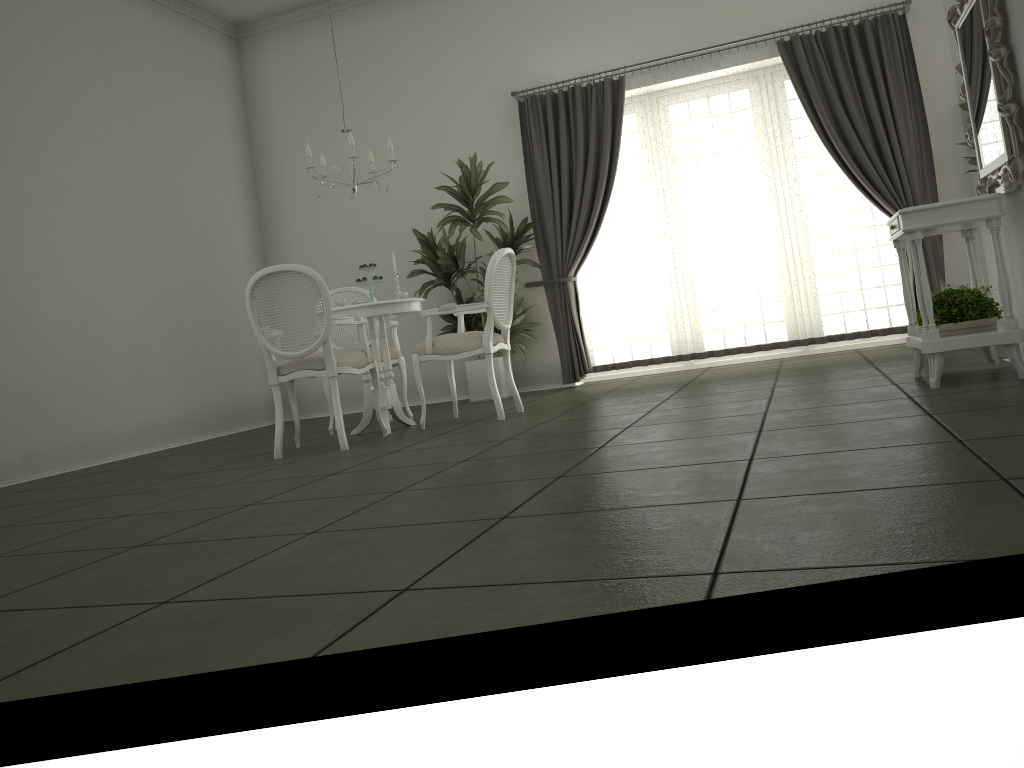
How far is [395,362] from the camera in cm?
625

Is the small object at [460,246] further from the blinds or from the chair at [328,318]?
the chair at [328,318]

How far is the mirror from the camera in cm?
367

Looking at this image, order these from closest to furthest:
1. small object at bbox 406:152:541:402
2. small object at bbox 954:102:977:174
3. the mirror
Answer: the mirror
small object at bbox 954:102:977:174
small object at bbox 406:152:541:402

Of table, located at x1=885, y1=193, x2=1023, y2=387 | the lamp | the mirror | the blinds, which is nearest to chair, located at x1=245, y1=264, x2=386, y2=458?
the lamp

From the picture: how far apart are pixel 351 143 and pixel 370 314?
1.1 meters

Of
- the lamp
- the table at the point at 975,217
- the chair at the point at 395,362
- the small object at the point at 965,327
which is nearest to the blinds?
the chair at the point at 395,362

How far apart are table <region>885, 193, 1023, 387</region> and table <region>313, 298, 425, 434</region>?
2.82m

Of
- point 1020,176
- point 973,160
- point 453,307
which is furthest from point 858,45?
point 453,307

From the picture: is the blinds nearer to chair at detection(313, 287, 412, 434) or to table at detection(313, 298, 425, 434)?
chair at detection(313, 287, 412, 434)
